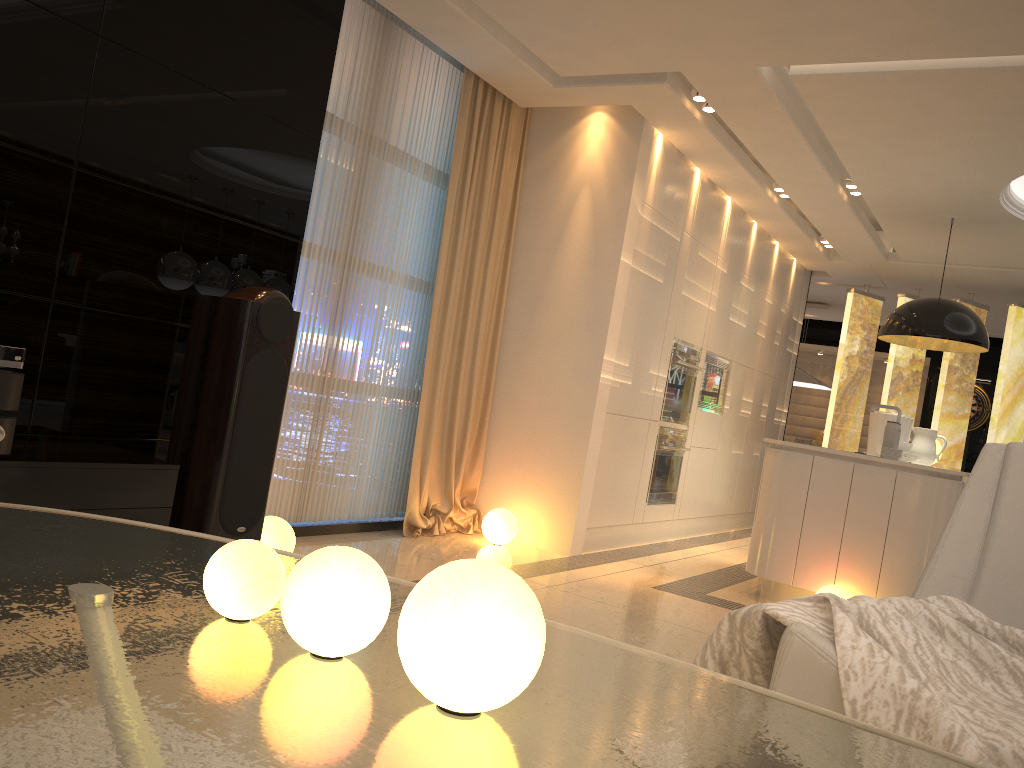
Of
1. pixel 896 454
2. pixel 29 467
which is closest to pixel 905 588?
pixel 896 454

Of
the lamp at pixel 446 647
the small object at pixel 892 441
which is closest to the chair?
the lamp at pixel 446 647

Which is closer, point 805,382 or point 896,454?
point 896,454

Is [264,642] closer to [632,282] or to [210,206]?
[210,206]

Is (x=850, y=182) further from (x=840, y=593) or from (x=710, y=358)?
(x=840, y=593)

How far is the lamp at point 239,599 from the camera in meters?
1.0

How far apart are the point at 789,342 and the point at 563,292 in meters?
4.2

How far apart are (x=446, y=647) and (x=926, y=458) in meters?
6.1 m

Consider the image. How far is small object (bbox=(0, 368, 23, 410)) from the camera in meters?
2.6

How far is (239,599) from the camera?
1.0m
